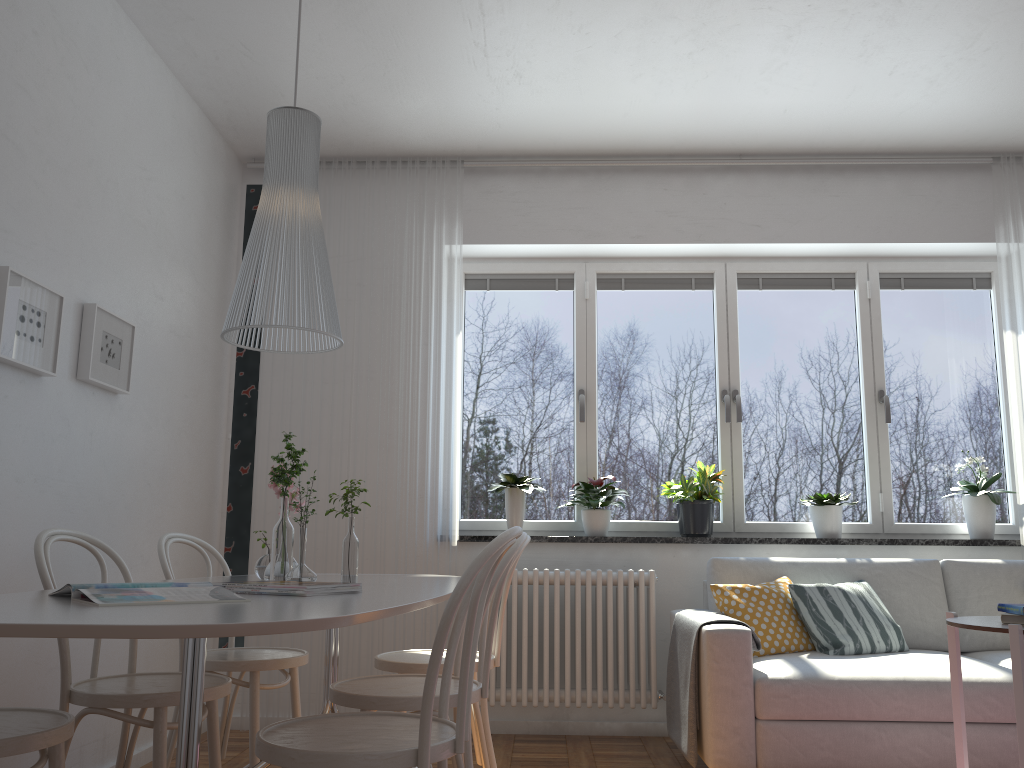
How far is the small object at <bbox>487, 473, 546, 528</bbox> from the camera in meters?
4.4

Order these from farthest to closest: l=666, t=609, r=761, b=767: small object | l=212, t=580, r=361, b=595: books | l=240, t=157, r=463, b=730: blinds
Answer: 1. l=240, t=157, r=463, b=730: blinds
2. l=666, t=609, r=761, b=767: small object
3. l=212, t=580, r=361, b=595: books

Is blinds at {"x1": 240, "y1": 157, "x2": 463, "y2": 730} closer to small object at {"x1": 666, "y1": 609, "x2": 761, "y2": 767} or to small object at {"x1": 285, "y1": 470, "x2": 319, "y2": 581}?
small object at {"x1": 666, "y1": 609, "x2": 761, "y2": 767}

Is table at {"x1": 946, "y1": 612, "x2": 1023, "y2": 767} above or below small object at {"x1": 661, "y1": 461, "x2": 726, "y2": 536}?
below

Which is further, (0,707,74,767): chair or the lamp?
the lamp

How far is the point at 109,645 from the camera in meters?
3.3 m

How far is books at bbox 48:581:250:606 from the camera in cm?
156

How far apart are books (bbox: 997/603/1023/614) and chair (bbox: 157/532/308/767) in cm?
218

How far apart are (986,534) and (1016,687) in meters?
2.3

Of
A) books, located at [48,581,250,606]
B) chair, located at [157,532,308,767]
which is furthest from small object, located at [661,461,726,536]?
→ books, located at [48,581,250,606]
